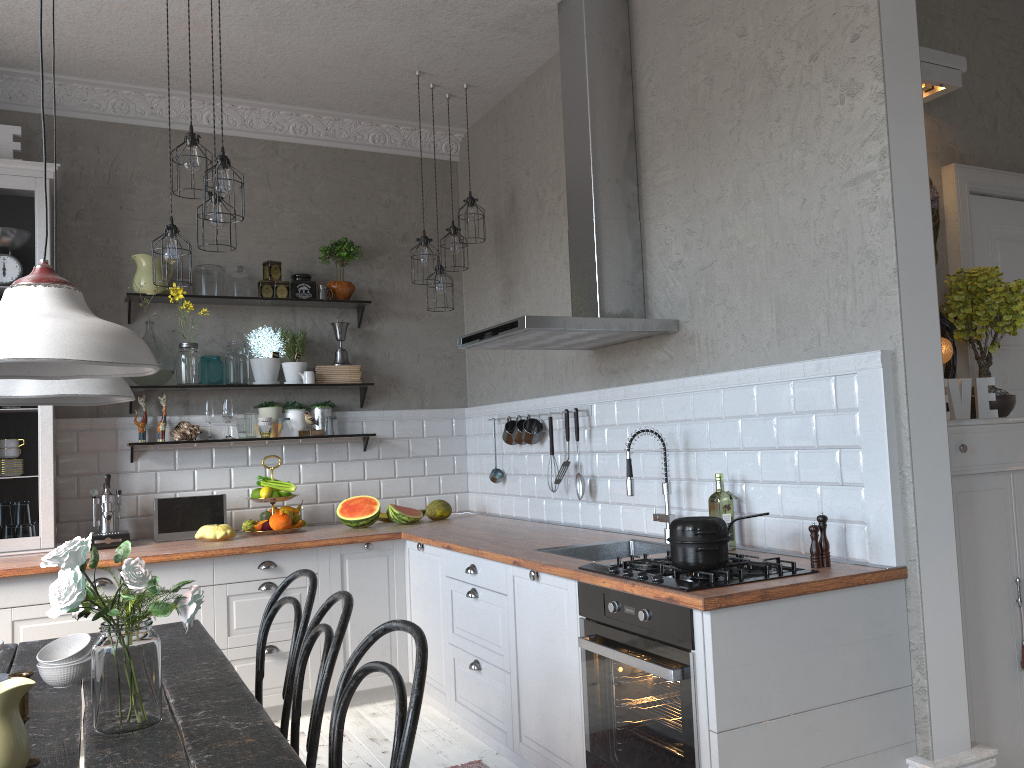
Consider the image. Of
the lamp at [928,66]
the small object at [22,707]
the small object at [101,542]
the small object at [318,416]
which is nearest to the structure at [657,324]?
the lamp at [928,66]

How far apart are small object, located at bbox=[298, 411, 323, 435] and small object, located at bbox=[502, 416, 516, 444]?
1.1m

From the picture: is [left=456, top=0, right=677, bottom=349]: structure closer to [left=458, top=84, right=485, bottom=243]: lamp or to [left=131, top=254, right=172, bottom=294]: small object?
[left=458, top=84, right=485, bottom=243]: lamp

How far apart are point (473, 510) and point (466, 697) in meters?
1.8

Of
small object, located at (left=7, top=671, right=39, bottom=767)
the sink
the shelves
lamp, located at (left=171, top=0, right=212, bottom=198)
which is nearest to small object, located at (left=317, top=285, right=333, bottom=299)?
the shelves

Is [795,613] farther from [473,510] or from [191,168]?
[473,510]

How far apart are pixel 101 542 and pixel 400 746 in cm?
327

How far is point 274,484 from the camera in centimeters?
484cm

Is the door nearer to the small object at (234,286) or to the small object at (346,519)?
the small object at (346,519)

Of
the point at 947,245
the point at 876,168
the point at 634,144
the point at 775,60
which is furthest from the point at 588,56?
the point at 947,245
